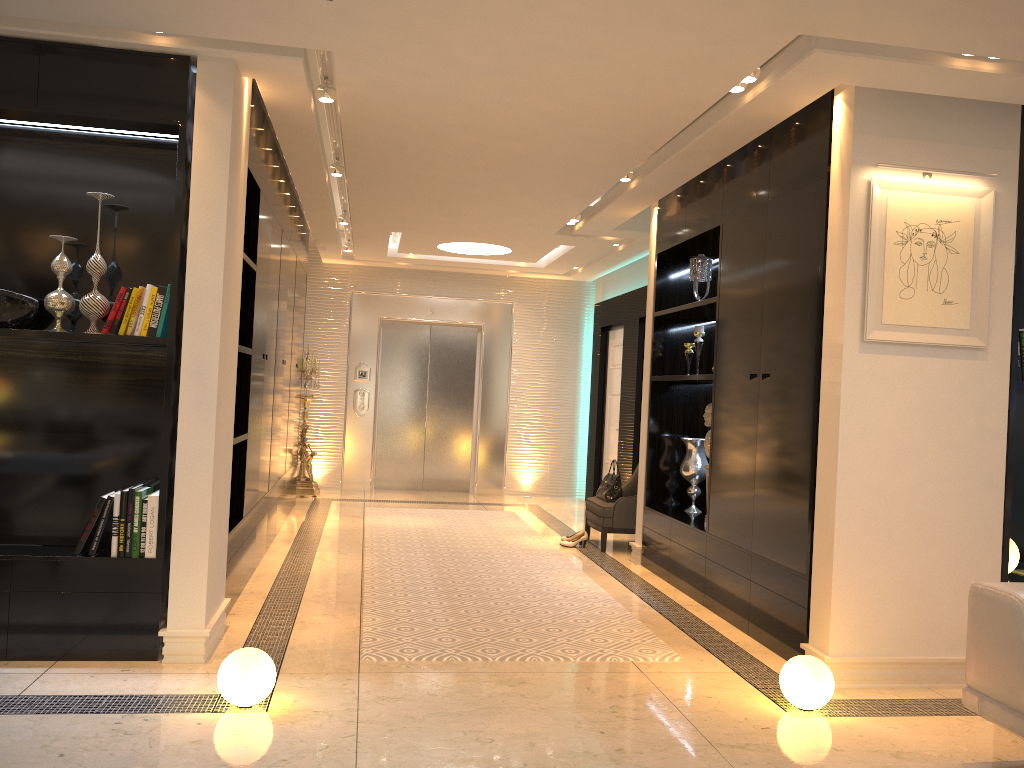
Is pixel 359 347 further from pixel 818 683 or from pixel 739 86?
pixel 818 683

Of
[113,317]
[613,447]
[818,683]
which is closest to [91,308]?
[113,317]

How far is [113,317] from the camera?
3.84m

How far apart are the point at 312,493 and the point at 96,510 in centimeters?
572cm

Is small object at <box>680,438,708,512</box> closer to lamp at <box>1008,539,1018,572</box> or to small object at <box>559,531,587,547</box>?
small object at <box>559,531,587,547</box>

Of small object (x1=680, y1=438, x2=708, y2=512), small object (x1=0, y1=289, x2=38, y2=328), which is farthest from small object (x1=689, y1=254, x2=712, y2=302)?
small object (x1=0, y1=289, x2=38, y2=328)

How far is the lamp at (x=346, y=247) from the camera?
9.5m

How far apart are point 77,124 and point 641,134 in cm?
272

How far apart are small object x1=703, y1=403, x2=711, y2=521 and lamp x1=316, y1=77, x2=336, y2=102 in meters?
3.0

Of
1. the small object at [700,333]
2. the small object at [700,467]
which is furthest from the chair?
the small object at [700,333]
